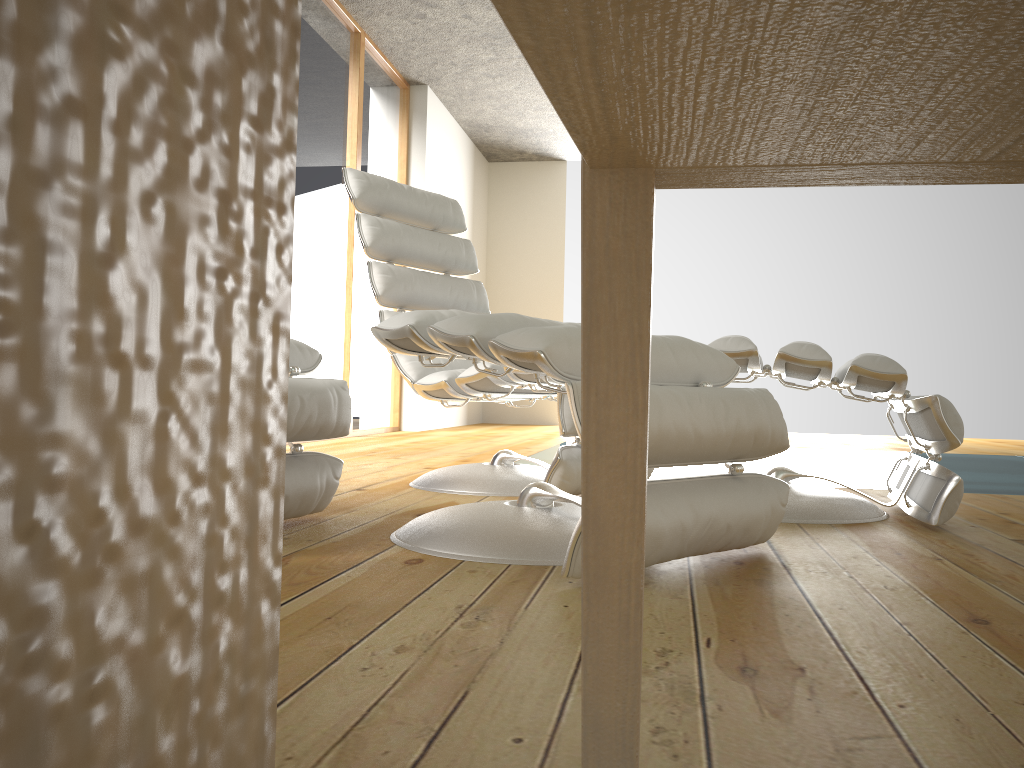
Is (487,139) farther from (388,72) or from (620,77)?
(620,77)

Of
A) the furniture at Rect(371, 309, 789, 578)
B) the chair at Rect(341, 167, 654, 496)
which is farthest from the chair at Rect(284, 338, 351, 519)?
the chair at Rect(341, 167, 654, 496)

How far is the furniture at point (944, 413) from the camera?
1.94m

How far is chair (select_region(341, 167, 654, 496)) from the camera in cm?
243

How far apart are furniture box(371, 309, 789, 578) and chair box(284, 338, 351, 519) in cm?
20

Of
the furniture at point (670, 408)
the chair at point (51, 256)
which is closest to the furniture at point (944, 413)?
the furniture at point (670, 408)

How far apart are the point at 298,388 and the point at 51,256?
1.73m

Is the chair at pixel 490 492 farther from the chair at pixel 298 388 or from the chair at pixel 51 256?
the chair at pixel 51 256

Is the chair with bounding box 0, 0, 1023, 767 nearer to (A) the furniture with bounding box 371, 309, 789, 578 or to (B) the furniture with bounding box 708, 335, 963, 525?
(A) the furniture with bounding box 371, 309, 789, 578

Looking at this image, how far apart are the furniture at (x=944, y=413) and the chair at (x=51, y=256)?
1.65m
